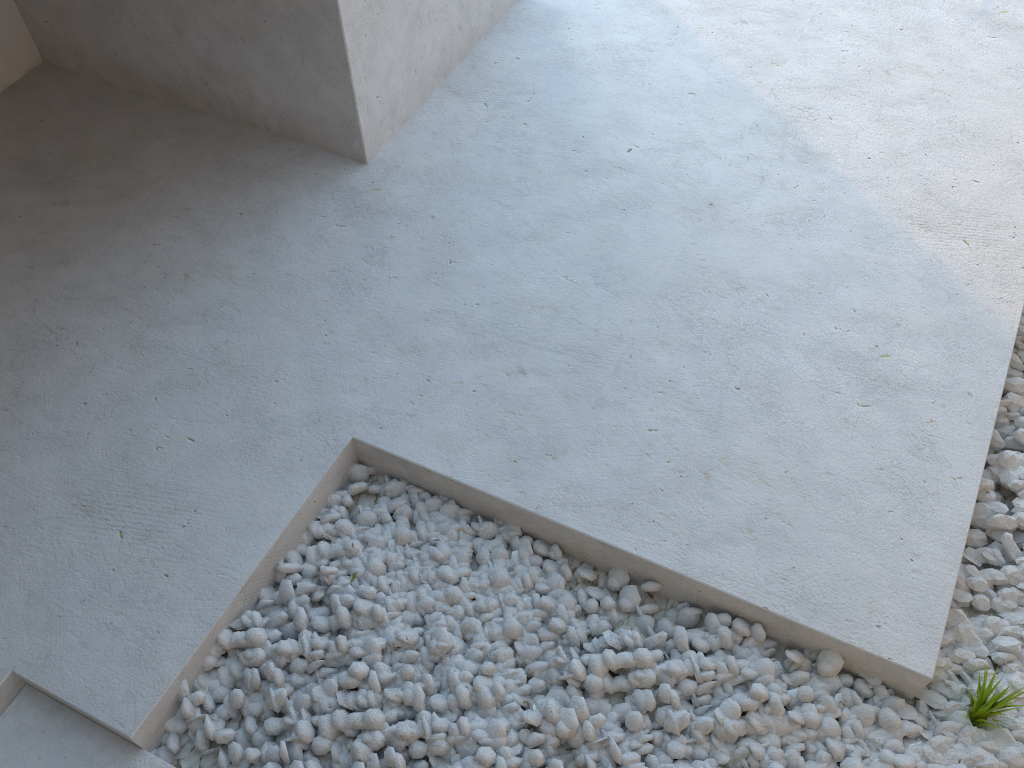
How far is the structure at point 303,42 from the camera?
2.2m

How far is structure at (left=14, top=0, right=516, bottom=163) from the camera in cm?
220
